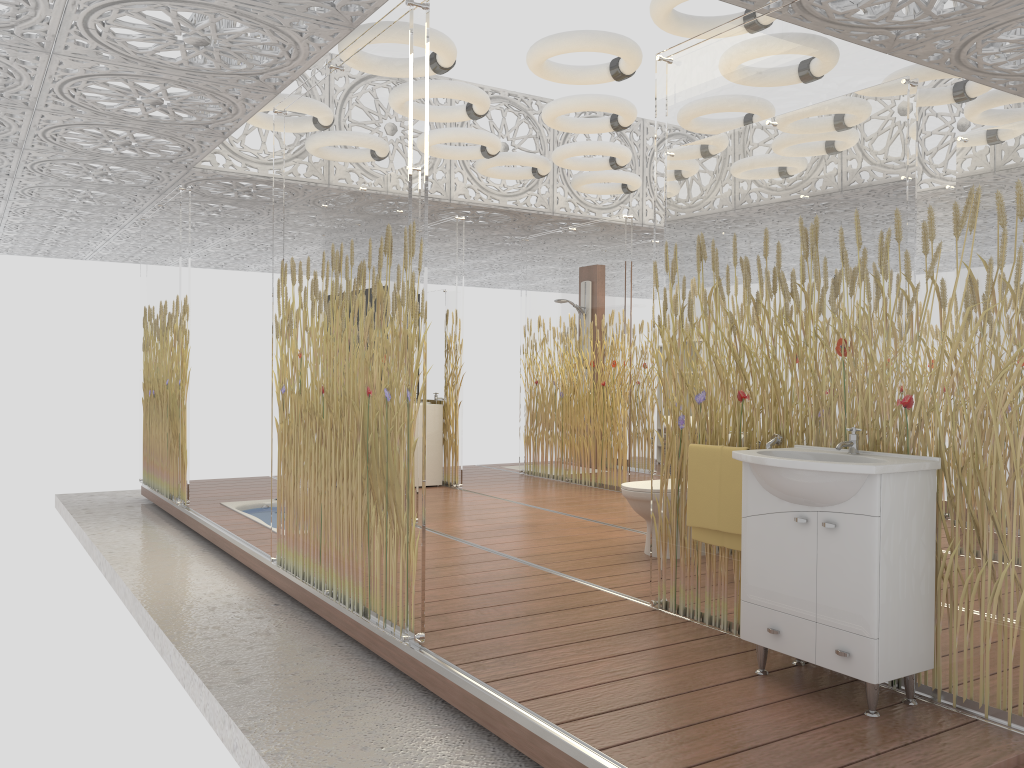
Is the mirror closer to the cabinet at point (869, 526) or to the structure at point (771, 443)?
the structure at point (771, 443)

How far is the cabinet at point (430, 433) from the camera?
8.6m

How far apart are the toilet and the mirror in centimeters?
357cm

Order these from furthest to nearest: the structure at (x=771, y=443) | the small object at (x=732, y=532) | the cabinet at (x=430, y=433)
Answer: the cabinet at (x=430, y=433) → the small object at (x=732, y=532) → the structure at (x=771, y=443)

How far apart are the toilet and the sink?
1.88m

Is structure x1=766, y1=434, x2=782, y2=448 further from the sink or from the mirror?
the mirror

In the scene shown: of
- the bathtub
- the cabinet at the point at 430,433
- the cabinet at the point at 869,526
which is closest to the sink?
the cabinet at the point at 869,526

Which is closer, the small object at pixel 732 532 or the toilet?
the small object at pixel 732 532

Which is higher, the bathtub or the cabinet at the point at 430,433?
the cabinet at the point at 430,433

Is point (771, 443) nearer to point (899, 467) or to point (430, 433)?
point (899, 467)
